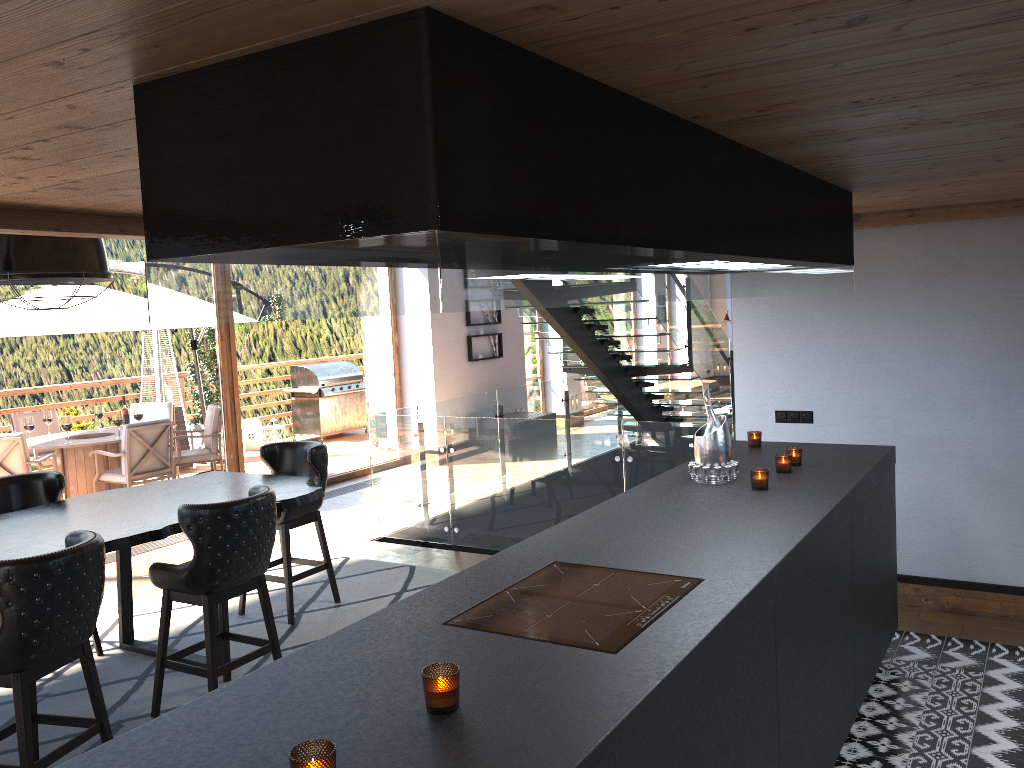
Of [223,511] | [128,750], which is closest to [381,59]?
[128,750]

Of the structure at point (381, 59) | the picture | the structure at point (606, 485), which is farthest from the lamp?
the picture

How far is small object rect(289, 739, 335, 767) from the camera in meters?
1.5 m

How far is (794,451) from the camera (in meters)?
4.21

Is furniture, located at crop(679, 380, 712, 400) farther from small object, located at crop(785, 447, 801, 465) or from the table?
small object, located at crop(785, 447, 801, 465)

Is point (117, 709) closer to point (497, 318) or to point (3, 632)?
point (3, 632)

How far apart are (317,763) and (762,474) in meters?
2.6

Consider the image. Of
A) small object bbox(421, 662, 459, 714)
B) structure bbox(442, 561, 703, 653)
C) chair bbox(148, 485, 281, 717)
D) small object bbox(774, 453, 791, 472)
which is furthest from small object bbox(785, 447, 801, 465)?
small object bbox(421, 662, 459, 714)

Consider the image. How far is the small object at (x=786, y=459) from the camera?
4.05m

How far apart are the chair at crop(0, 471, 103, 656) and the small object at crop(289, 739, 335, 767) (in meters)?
4.28
